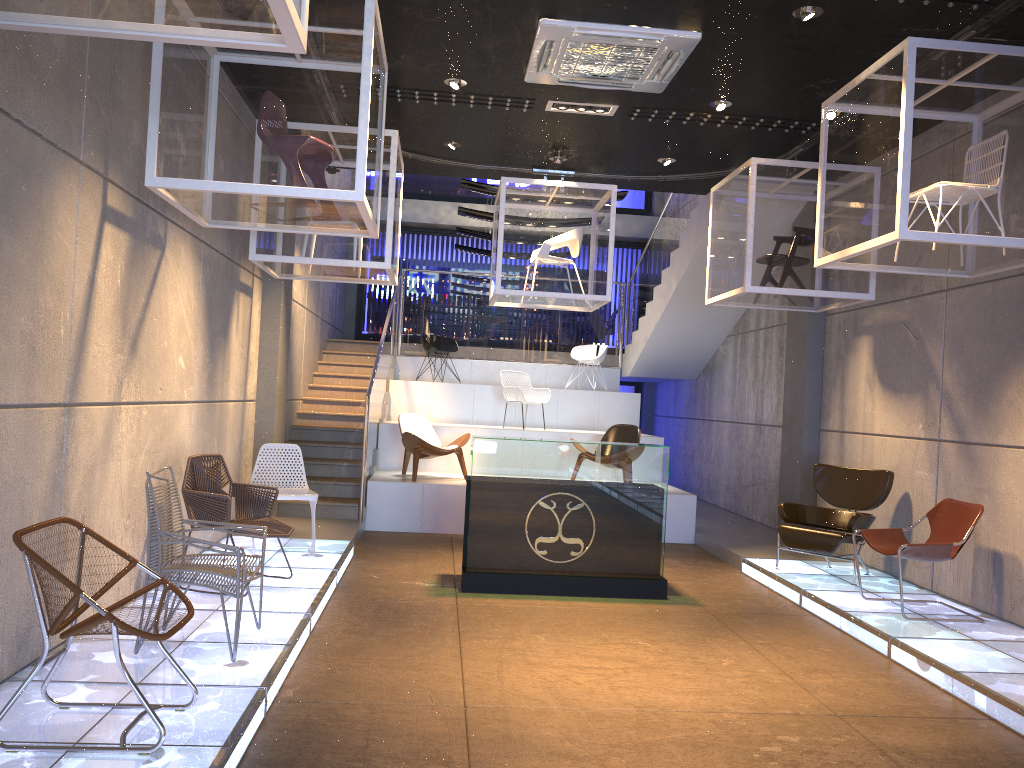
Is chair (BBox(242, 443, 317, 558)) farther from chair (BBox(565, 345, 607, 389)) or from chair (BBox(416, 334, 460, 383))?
chair (BBox(565, 345, 607, 389))

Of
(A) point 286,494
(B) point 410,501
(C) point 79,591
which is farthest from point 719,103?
(C) point 79,591

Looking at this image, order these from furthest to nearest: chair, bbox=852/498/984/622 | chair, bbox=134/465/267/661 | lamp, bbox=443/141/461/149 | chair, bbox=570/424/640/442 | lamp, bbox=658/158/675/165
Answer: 1. chair, bbox=570/424/640/442
2. lamp, bbox=658/158/675/165
3. lamp, bbox=443/141/461/149
4. chair, bbox=852/498/984/622
5. chair, bbox=134/465/267/661

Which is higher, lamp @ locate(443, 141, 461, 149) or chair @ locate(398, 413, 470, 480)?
lamp @ locate(443, 141, 461, 149)

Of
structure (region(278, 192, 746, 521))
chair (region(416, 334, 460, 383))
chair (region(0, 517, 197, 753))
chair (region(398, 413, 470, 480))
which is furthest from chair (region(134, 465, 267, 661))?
chair (region(416, 334, 460, 383))

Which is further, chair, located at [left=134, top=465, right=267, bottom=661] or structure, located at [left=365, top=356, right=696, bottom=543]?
structure, located at [left=365, top=356, right=696, bottom=543]

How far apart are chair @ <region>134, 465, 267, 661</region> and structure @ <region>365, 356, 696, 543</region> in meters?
4.8 m

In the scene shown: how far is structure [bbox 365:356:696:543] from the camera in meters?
9.8

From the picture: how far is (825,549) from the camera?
7.41m

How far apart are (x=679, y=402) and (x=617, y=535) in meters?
8.4 m
